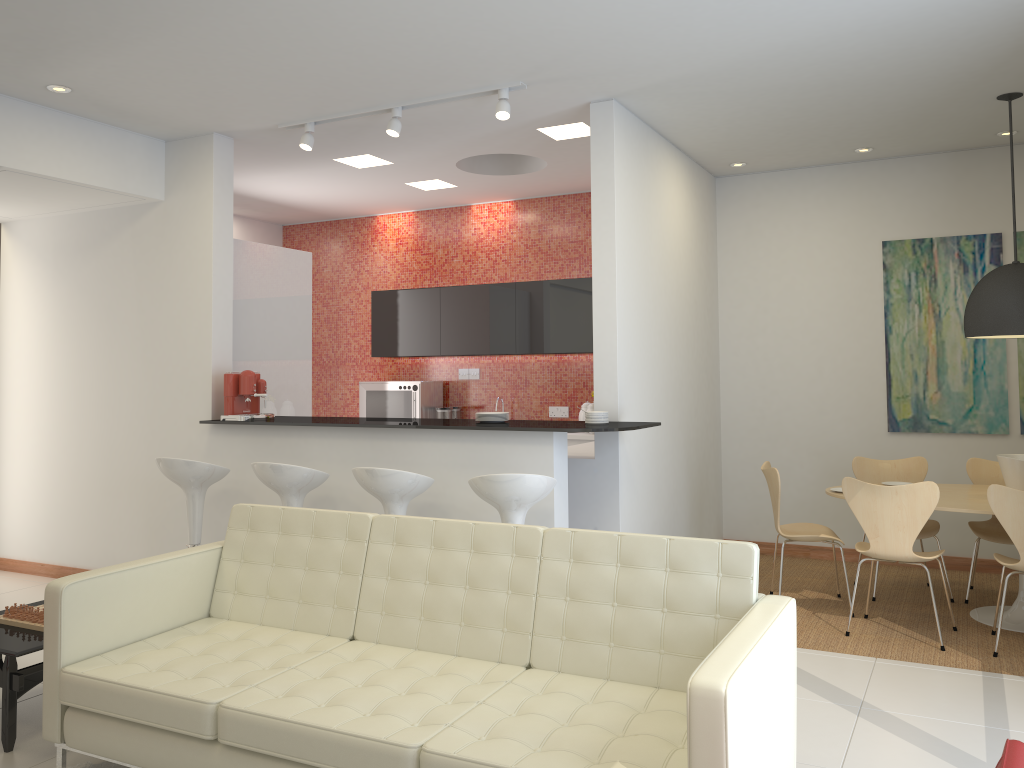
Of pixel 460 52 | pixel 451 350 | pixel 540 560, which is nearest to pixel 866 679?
pixel 540 560

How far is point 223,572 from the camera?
4.0m

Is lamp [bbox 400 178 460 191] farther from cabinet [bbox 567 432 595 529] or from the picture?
the picture

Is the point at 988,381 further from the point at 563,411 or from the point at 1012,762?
the point at 1012,762

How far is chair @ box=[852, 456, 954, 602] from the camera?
6.2 meters

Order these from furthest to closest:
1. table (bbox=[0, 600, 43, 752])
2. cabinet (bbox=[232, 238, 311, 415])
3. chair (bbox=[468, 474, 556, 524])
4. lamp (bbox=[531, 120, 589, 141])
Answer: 1. cabinet (bbox=[232, 238, 311, 415])
2. lamp (bbox=[531, 120, 589, 141])
3. chair (bbox=[468, 474, 556, 524])
4. table (bbox=[0, 600, 43, 752])

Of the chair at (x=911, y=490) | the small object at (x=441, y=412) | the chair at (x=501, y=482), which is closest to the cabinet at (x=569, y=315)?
the small object at (x=441, y=412)

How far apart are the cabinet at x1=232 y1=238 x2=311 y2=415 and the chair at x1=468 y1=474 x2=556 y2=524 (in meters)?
2.74

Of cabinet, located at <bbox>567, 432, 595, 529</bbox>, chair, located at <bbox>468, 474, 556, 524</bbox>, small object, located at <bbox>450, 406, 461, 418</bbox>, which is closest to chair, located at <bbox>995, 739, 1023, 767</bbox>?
chair, located at <bbox>468, 474, 556, 524</bbox>

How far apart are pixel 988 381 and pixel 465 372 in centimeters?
454cm
